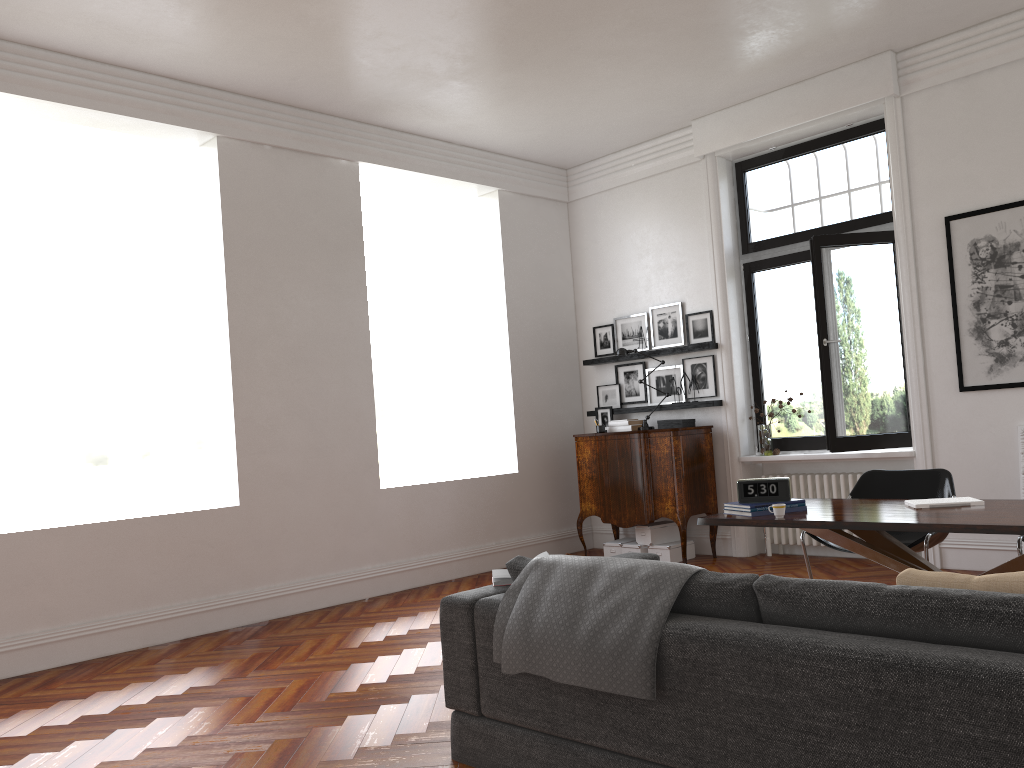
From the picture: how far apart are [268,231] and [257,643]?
3.1m

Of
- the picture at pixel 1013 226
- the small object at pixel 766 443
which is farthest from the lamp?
the picture at pixel 1013 226

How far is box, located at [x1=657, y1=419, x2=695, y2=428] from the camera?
8.0 meters

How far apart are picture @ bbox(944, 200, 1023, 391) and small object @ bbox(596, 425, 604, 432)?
3.11m

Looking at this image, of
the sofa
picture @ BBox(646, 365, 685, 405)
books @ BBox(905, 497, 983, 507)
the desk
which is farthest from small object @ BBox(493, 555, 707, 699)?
picture @ BBox(646, 365, 685, 405)

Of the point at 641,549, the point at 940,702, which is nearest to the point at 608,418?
the point at 641,549

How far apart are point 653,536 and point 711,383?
1.50m

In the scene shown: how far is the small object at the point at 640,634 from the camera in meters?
2.8

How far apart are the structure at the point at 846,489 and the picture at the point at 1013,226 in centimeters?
119cm

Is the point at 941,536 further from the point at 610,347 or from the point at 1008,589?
the point at 610,347
